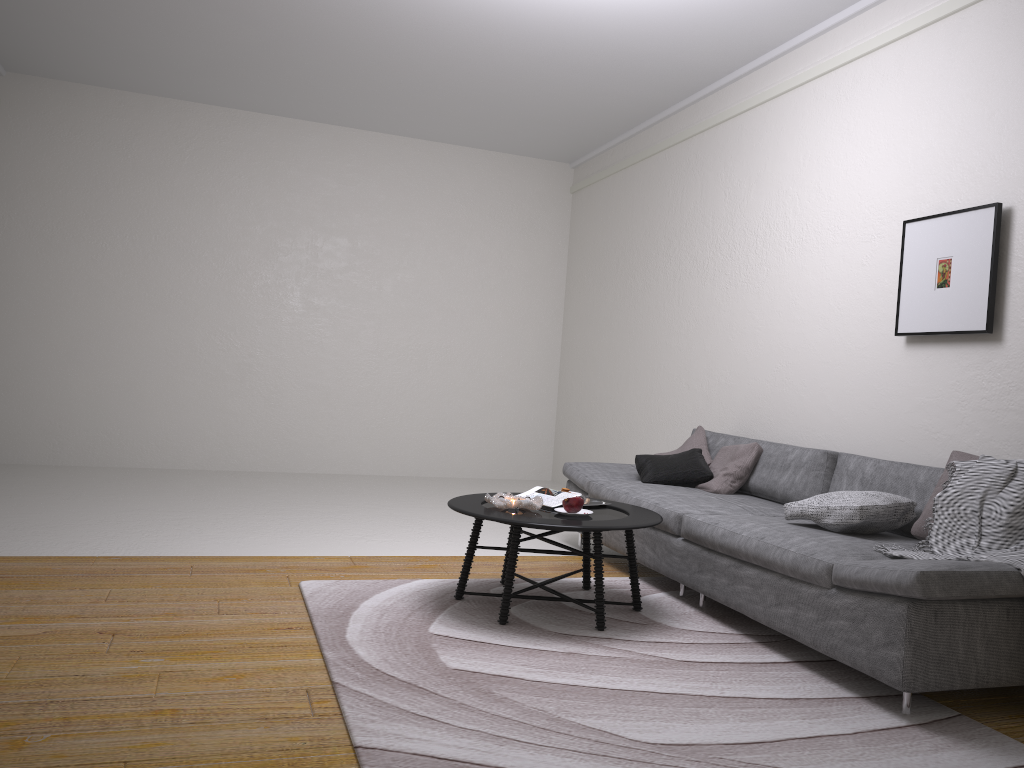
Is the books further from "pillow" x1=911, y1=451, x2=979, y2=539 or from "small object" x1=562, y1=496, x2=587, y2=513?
"pillow" x1=911, y1=451, x2=979, y2=539

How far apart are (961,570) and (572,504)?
1.51m

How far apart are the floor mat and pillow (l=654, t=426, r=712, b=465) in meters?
1.0

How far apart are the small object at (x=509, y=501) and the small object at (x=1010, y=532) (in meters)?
1.35

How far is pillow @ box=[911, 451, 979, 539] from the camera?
3.5m

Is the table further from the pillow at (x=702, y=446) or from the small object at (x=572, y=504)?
the pillow at (x=702, y=446)

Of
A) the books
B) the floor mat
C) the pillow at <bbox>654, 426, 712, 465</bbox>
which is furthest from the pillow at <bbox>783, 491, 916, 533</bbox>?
the pillow at <bbox>654, 426, 712, 465</bbox>

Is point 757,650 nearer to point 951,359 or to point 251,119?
point 951,359

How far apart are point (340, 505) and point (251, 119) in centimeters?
379cm

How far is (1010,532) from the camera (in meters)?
3.08
